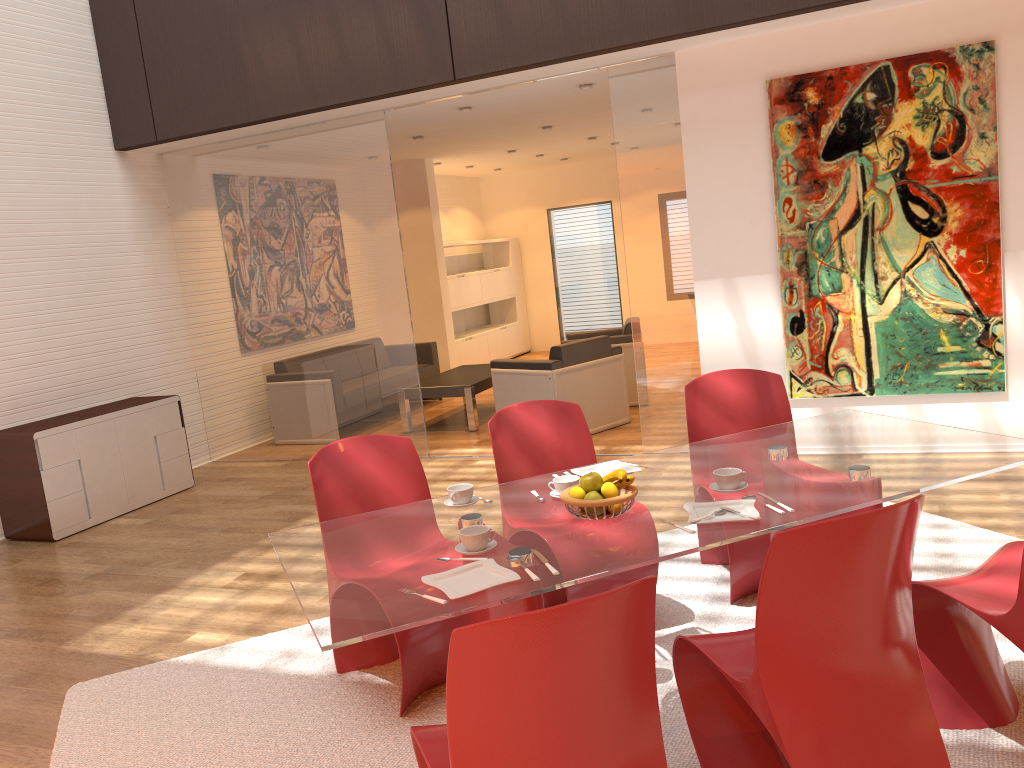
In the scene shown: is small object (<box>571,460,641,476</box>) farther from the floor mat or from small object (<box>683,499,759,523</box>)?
the floor mat

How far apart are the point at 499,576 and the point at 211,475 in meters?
5.7

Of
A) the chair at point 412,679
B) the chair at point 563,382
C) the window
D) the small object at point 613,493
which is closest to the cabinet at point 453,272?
the window

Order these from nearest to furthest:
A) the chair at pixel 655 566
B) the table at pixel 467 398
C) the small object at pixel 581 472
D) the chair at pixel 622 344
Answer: the small object at pixel 581 472 < the chair at pixel 655 566 < the table at pixel 467 398 < the chair at pixel 622 344

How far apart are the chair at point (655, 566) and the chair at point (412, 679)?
0.31m

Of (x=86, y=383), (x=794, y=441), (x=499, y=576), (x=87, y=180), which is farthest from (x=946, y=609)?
(x=87, y=180)

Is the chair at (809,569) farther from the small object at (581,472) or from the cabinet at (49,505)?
the cabinet at (49,505)

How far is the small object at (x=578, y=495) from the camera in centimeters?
264cm

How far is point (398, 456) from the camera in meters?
3.5

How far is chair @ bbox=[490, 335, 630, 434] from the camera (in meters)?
6.99
